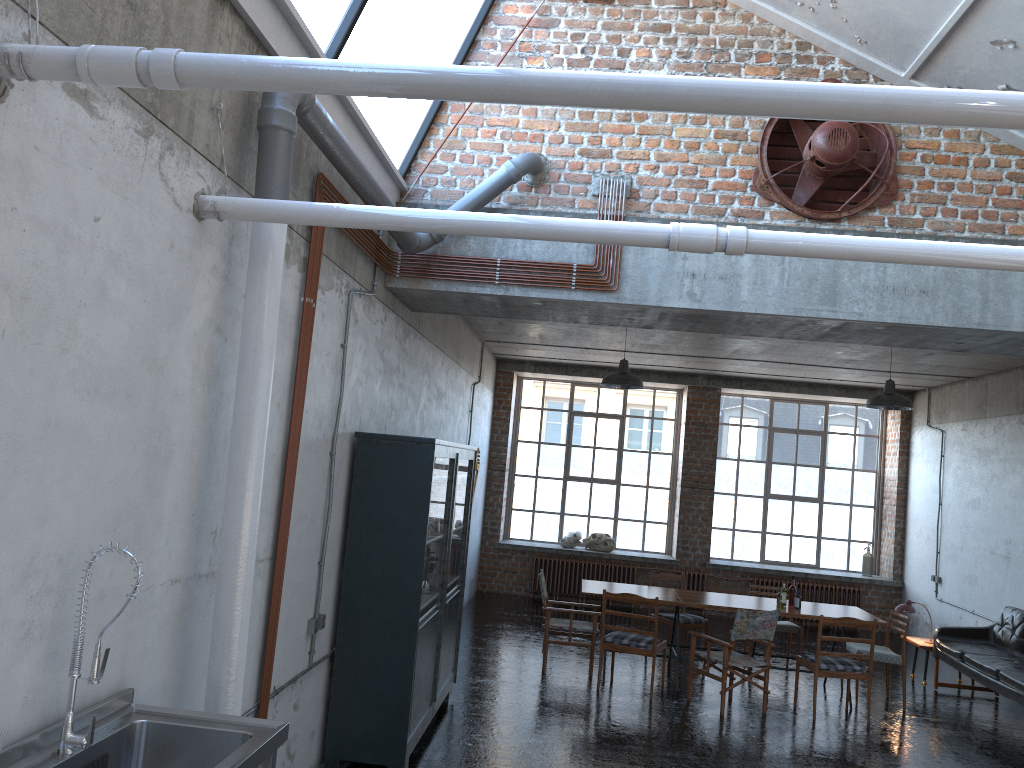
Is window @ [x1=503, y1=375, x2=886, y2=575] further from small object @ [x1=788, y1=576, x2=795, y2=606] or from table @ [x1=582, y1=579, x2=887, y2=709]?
small object @ [x1=788, y1=576, x2=795, y2=606]

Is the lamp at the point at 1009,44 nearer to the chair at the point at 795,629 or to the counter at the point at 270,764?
the counter at the point at 270,764

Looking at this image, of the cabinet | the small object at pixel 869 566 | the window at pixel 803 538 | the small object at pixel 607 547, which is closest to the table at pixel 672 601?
the cabinet

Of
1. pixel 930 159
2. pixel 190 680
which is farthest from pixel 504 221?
pixel 930 159

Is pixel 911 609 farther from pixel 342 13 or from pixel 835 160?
pixel 342 13

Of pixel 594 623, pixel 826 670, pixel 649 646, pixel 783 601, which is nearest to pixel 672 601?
pixel 649 646

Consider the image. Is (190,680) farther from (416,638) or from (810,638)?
(810,638)

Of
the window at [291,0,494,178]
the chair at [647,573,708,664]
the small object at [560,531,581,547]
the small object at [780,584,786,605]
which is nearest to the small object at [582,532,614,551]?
the small object at [560,531,581,547]

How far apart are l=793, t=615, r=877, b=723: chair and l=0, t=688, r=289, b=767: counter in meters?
6.6

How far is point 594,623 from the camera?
9.5m
